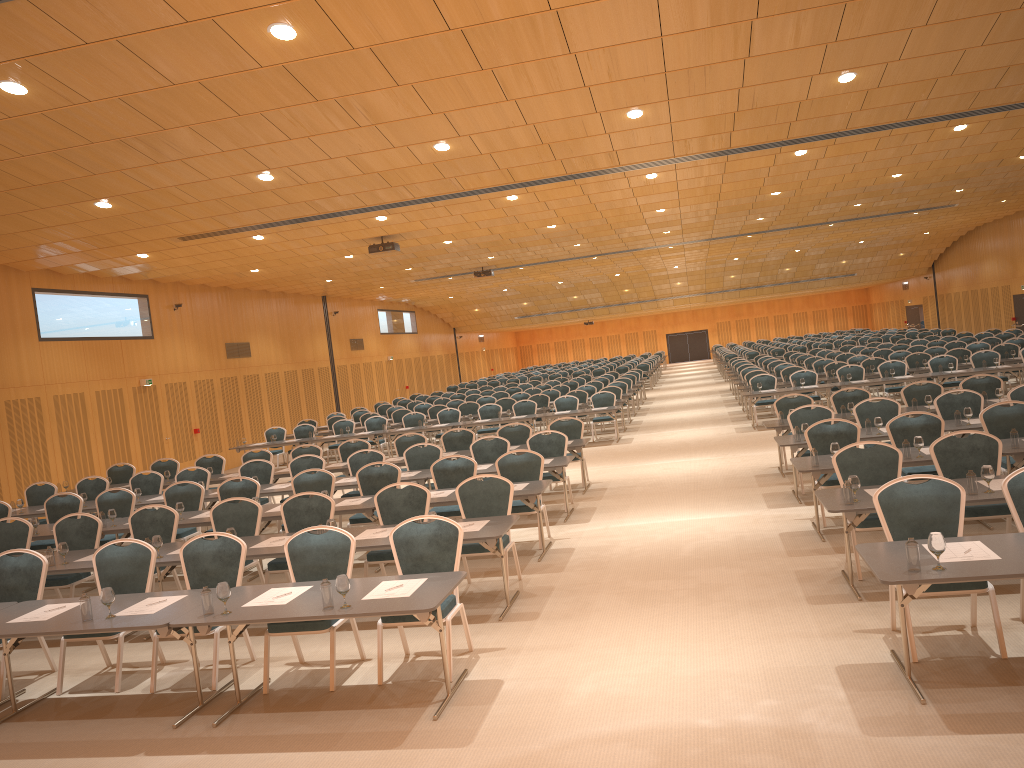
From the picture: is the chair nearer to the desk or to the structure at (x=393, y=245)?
the desk

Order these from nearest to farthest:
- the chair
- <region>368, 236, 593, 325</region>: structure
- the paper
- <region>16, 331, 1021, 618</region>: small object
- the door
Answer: <region>16, 331, 1021, 618</region>: small object < the paper < the chair < <region>368, 236, 593, 325</region>: structure < the door

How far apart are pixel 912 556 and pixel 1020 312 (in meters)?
32.58

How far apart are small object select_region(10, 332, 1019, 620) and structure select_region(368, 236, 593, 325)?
9.58m

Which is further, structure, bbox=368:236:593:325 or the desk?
structure, bbox=368:236:593:325

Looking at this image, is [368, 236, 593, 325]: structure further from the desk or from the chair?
the desk

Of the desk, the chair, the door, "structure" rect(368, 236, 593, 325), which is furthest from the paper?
the door

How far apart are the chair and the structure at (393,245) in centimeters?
380cm

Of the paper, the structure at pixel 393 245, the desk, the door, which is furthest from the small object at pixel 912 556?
the door

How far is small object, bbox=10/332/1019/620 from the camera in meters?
5.1 m
